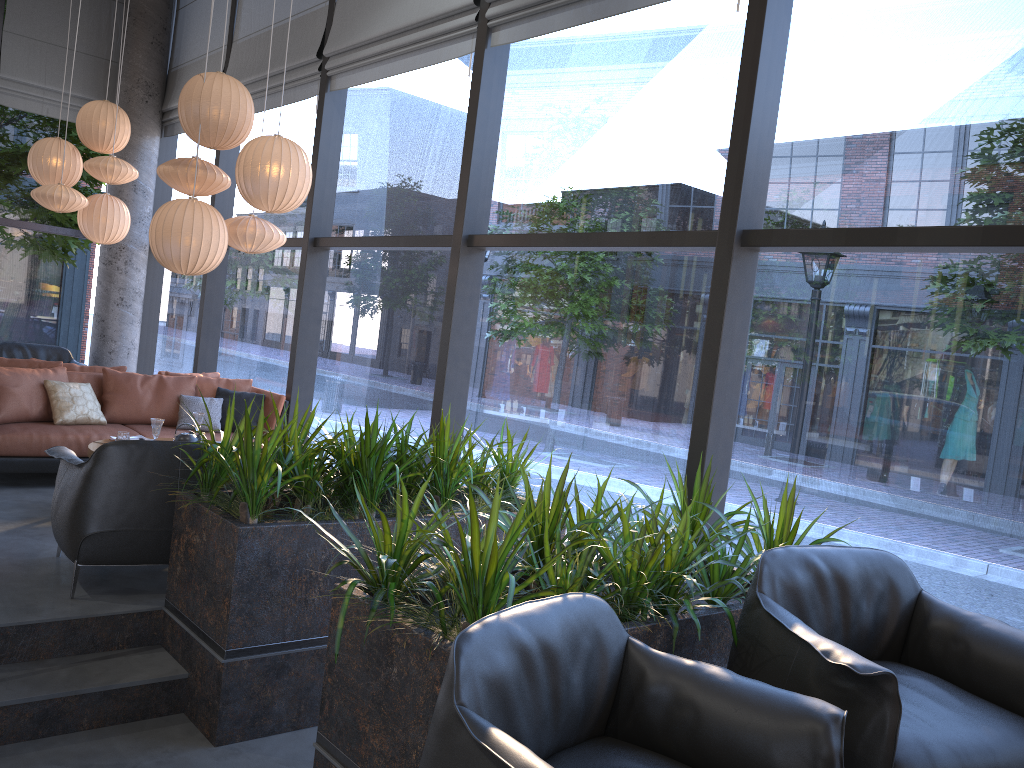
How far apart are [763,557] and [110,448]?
2.90m

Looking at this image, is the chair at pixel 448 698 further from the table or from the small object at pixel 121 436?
the small object at pixel 121 436

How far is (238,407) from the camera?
7.1m

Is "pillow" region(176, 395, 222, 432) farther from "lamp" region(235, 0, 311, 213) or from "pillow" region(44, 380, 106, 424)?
"lamp" region(235, 0, 311, 213)

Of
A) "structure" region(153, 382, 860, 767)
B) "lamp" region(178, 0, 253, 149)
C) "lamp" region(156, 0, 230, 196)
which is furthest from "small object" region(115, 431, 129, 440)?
"lamp" region(178, 0, 253, 149)

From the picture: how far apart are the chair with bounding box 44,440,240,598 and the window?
1.9 meters

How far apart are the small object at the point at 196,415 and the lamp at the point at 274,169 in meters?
1.5 m

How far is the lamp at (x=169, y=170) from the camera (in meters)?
5.68

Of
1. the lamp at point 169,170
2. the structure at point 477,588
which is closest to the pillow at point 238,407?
the lamp at point 169,170

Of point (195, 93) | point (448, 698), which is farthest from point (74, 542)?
point (195, 93)
